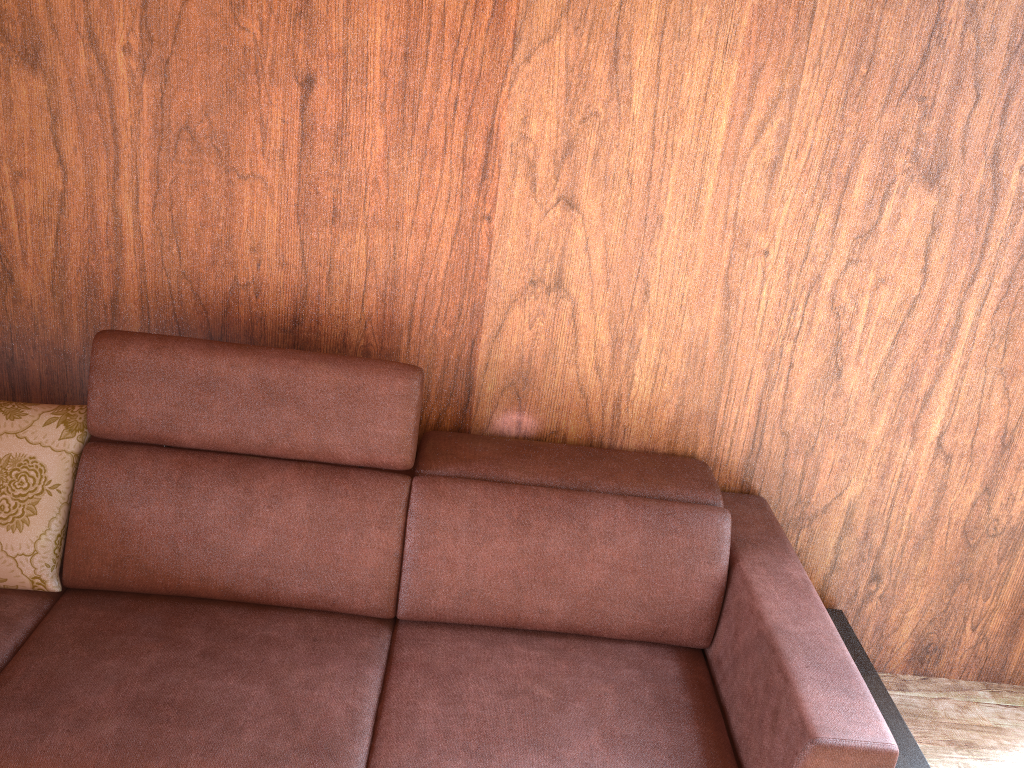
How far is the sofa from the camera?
1.42m

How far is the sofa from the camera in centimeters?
142cm

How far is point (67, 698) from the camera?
1.42m
